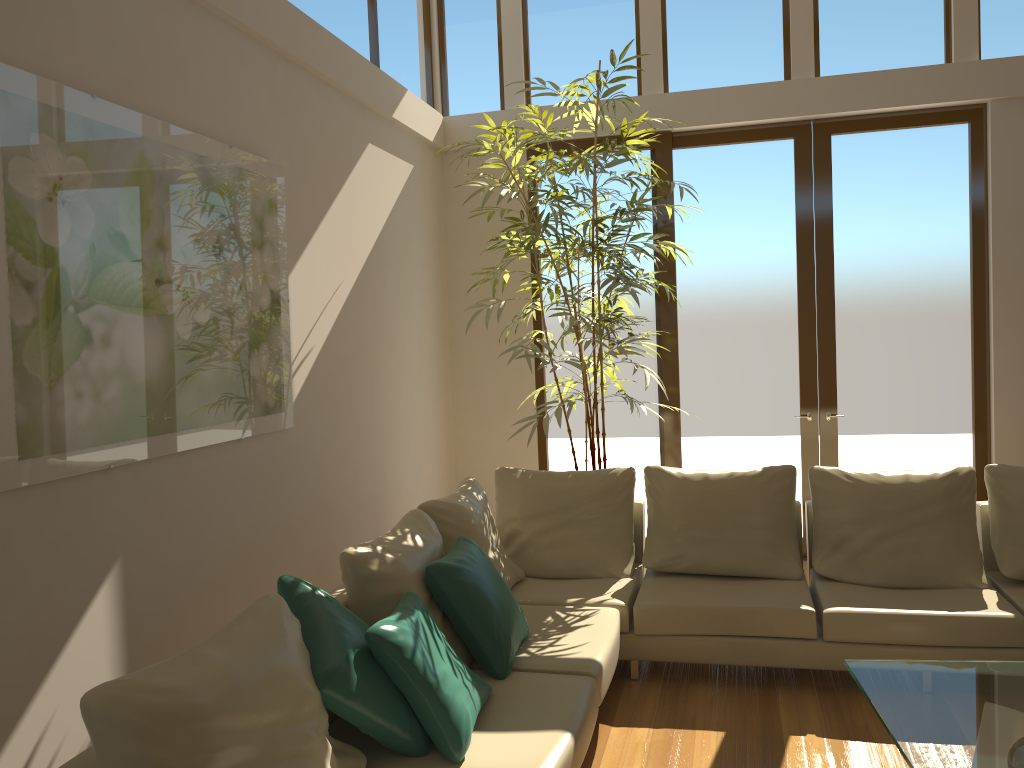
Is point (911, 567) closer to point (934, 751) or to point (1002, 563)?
point (1002, 563)

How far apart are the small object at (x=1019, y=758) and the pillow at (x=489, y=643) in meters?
1.7

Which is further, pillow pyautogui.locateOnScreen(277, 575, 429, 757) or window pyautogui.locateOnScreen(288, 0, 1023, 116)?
window pyautogui.locateOnScreen(288, 0, 1023, 116)

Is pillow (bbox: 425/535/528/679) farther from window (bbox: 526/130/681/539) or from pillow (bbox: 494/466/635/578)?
window (bbox: 526/130/681/539)

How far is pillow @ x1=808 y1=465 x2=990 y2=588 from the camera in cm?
434

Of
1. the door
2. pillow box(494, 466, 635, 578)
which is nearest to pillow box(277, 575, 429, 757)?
pillow box(494, 466, 635, 578)

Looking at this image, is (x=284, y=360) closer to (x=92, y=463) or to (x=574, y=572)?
(x=92, y=463)

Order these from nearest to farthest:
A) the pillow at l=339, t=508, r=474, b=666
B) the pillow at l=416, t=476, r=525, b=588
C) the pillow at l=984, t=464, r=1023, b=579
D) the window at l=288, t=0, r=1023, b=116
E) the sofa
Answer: the sofa
the pillow at l=339, t=508, r=474, b=666
the pillow at l=416, t=476, r=525, b=588
the pillow at l=984, t=464, r=1023, b=579
the window at l=288, t=0, r=1023, b=116

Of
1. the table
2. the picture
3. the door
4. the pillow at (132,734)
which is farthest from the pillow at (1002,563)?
the picture

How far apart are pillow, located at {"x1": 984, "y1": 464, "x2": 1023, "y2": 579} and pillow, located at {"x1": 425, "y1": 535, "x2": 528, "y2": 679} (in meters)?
2.37
